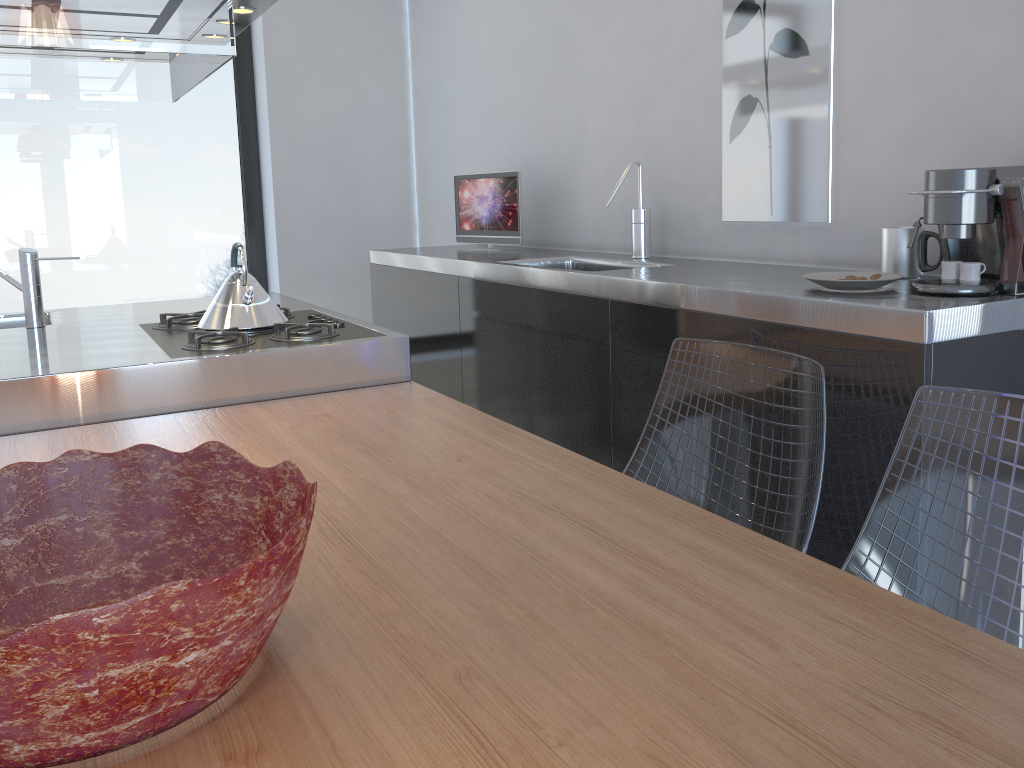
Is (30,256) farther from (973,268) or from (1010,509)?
(1010,509)

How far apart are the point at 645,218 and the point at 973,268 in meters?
1.3 m

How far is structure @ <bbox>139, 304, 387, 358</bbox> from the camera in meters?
2.2

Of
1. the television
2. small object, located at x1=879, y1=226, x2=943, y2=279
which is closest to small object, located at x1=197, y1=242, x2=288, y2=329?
the television

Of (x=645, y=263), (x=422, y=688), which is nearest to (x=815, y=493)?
(x=422, y=688)

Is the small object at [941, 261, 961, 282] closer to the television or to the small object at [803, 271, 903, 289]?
the small object at [803, 271, 903, 289]

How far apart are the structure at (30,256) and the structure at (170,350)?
0.4m

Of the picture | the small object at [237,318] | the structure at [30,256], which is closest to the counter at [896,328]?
the picture

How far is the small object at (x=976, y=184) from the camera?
1.6 meters

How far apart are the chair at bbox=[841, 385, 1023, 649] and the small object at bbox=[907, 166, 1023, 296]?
0.4m
